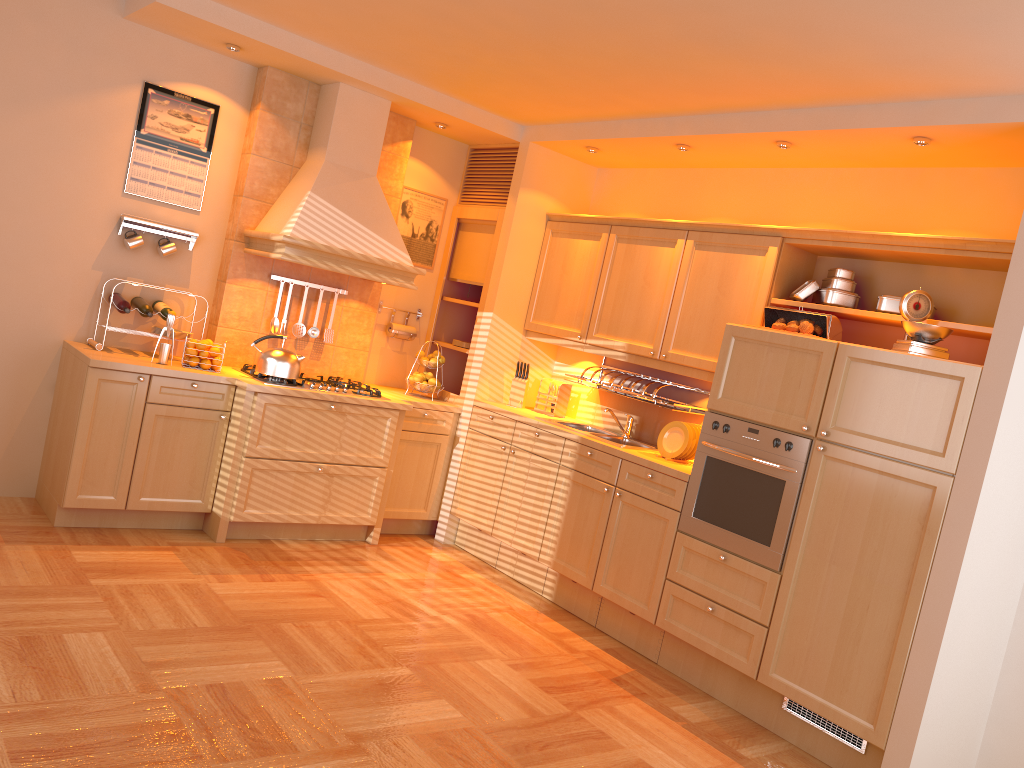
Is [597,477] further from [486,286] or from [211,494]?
[211,494]

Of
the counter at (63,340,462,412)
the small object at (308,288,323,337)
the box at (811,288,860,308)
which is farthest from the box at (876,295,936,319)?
the small object at (308,288,323,337)

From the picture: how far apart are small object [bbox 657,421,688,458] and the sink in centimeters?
16cm

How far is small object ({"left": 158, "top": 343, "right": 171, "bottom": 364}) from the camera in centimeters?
463cm

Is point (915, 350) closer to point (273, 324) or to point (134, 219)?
point (273, 324)

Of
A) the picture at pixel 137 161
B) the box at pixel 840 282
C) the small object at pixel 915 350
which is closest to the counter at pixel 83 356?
the picture at pixel 137 161

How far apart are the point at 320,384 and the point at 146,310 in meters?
1.0

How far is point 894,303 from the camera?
3.93m

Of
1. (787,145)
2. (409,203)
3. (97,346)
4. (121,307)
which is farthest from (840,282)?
(97,346)

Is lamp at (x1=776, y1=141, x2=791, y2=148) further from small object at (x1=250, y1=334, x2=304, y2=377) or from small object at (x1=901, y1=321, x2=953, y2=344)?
small object at (x1=250, y1=334, x2=304, y2=377)
